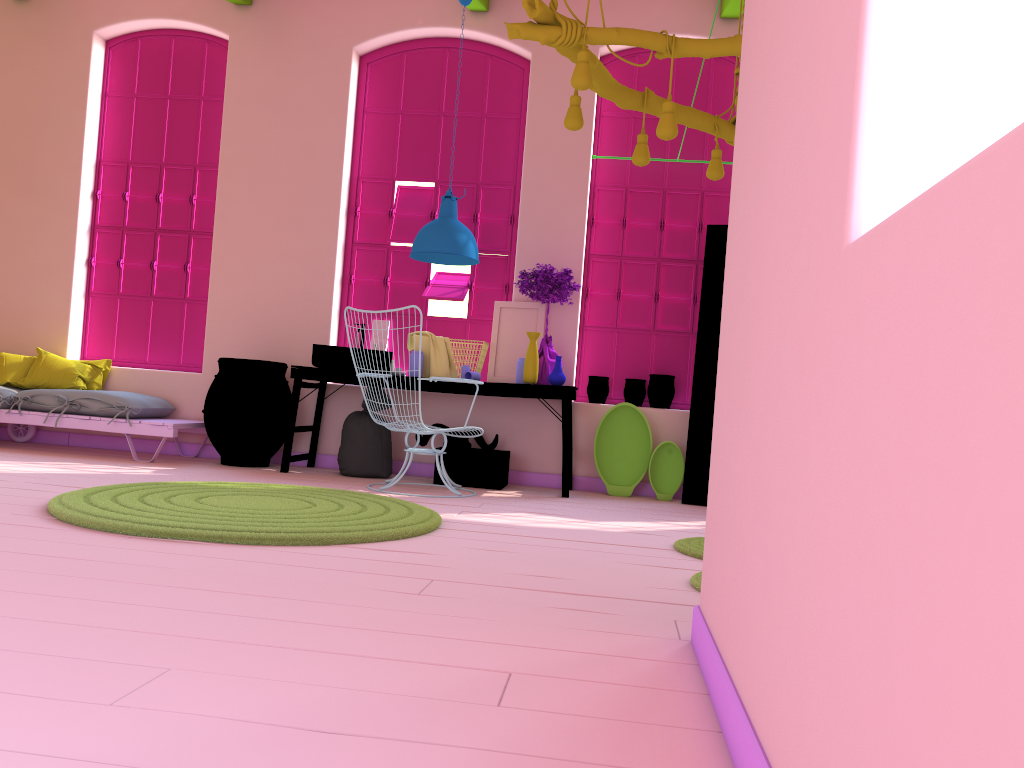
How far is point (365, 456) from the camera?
6.75m

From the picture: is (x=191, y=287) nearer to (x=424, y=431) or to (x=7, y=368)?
(x=7, y=368)

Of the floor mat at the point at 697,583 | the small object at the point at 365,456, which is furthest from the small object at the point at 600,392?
the floor mat at the point at 697,583

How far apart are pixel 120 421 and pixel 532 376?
3.1m

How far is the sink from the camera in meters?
6.7 m

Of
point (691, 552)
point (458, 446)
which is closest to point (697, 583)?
point (691, 552)

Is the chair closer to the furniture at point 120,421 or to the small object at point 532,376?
the small object at point 532,376

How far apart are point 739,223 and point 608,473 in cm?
477

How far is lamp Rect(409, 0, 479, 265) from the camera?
6.4m

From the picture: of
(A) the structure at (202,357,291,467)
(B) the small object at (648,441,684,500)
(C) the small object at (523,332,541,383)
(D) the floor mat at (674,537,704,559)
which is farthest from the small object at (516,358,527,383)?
(D) the floor mat at (674,537,704,559)
